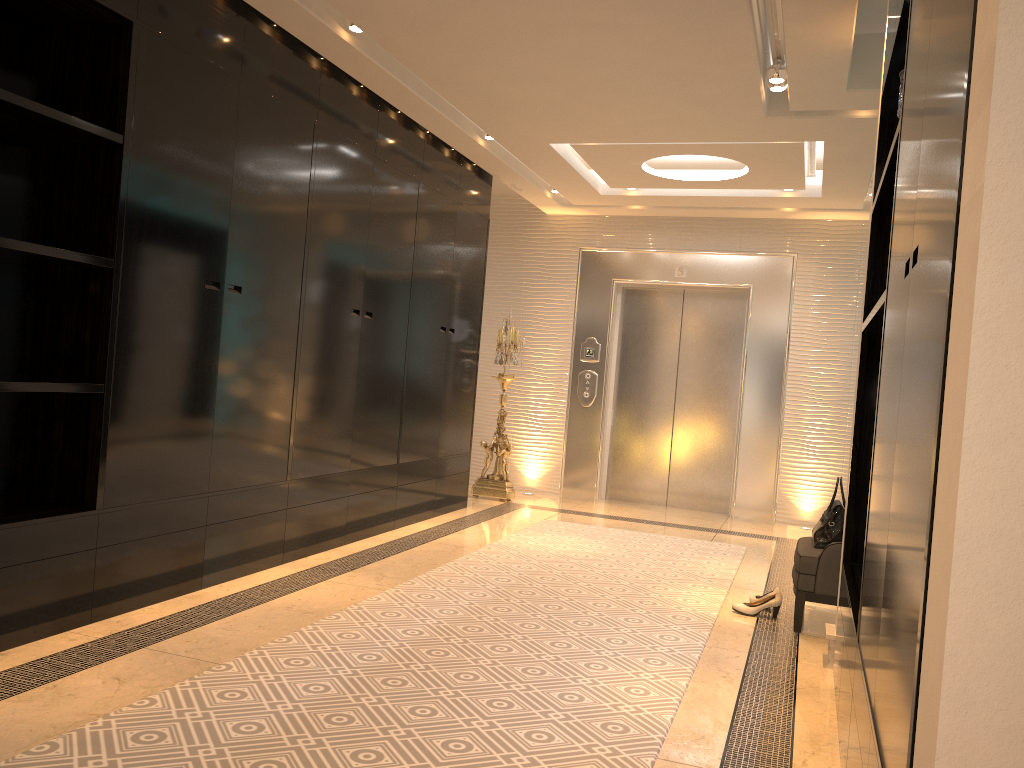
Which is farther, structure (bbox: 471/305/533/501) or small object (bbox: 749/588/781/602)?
structure (bbox: 471/305/533/501)

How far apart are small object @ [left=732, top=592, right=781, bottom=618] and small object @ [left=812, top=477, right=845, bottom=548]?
Result: 0.3m

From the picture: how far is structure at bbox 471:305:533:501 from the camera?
7.6 meters

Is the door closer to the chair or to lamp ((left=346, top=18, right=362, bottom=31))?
the chair

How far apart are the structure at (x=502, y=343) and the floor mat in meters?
1.1

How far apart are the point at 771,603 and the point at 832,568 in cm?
40

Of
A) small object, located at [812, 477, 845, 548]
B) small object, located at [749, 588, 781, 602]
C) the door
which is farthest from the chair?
the door

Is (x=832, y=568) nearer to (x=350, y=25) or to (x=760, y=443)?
(x=350, y=25)

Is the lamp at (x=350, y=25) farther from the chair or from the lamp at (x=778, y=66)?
the chair

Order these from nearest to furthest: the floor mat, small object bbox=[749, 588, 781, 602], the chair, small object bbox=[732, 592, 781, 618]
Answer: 1. the floor mat
2. the chair
3. small object bbox=[732, 592, 781, 618]
4. small object bbox=[749, 588, 781, 602]
